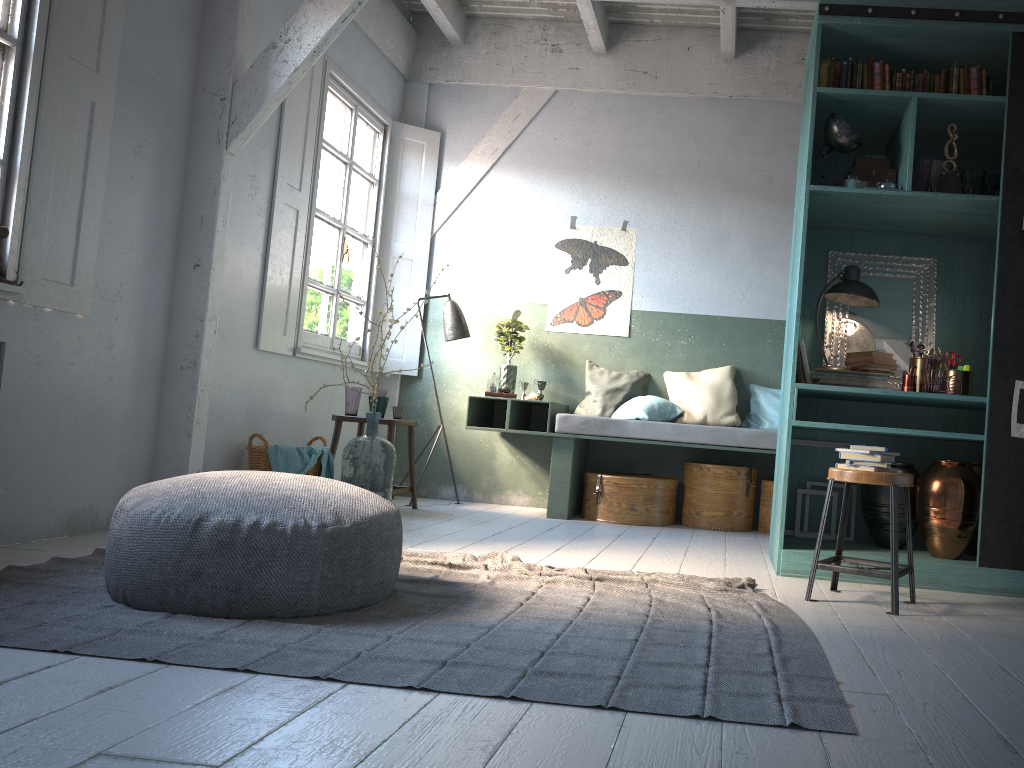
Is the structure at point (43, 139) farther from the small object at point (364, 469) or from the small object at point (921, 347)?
the small object at point (921, 347)

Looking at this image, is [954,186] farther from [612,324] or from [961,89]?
[612,324]

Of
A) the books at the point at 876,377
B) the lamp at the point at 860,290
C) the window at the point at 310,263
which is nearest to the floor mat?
the books at the point at 876,377

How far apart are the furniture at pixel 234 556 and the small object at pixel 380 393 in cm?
336

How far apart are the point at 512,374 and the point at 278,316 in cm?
210

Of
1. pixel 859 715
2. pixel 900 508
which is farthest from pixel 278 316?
pixel 859 715

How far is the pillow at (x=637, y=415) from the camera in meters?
7.1

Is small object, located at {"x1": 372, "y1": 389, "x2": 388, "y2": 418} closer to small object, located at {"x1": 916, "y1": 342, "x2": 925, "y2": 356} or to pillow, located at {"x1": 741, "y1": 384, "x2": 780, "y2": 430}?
pillow, located at {"x1": 741, "y1": 384, "x2": 780, "y2": 430}

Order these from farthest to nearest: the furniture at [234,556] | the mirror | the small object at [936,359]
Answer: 1. the mirror
2. the small object at [936,359]
3. the furniture at [234,556]

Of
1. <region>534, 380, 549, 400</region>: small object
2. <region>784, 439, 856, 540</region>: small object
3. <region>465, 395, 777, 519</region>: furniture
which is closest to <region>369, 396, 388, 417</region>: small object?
<region>465, 395, 777, 519</region>: furniture
